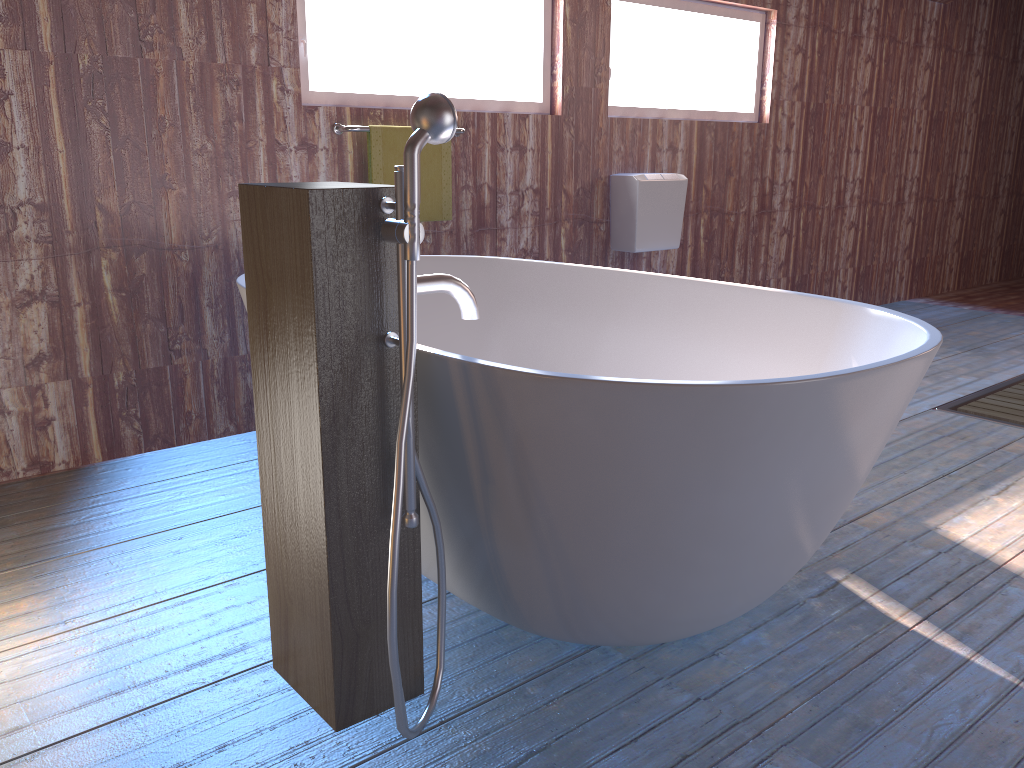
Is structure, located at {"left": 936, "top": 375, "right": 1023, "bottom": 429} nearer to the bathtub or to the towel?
the bathtub

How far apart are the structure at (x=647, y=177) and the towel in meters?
1.0

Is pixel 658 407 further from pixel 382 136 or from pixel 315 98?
pixel 315 98

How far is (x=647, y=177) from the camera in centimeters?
412cm

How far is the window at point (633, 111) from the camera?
4.31m

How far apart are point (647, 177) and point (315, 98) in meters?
1.6 m

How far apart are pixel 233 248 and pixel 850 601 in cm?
228

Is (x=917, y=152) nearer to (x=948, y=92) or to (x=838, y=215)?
(x=948, y=92)

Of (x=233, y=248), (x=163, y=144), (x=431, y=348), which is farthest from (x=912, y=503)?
(x=163, y=144)

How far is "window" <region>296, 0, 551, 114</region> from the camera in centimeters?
327cm
